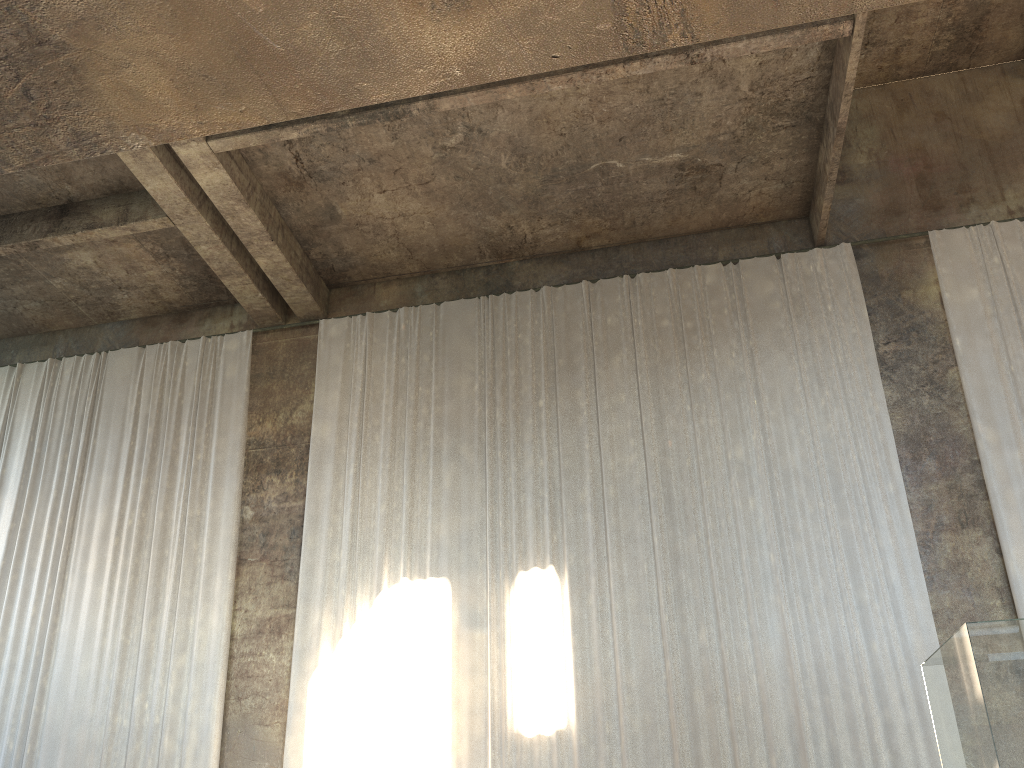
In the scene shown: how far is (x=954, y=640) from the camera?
40.8 meters

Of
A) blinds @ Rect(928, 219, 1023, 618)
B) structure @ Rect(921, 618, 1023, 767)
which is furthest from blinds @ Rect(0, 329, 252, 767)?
structure @ Rect(921, 618, 1023, 767)

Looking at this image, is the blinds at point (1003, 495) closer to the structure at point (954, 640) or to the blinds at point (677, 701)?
the blinds at point (677, 701)

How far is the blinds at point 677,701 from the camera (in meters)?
9.71

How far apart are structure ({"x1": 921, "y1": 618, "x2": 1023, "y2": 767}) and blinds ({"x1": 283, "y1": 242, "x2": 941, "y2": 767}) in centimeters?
293cm

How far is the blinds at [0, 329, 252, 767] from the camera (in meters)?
11.08

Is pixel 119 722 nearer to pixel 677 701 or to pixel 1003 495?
pixel 677 701

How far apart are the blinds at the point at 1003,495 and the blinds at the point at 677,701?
0.9m

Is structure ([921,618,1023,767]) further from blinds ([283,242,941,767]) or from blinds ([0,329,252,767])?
blinds ([0,329,252,767])

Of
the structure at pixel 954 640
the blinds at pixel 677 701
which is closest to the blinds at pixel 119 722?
the blinds at pixel 677 701
